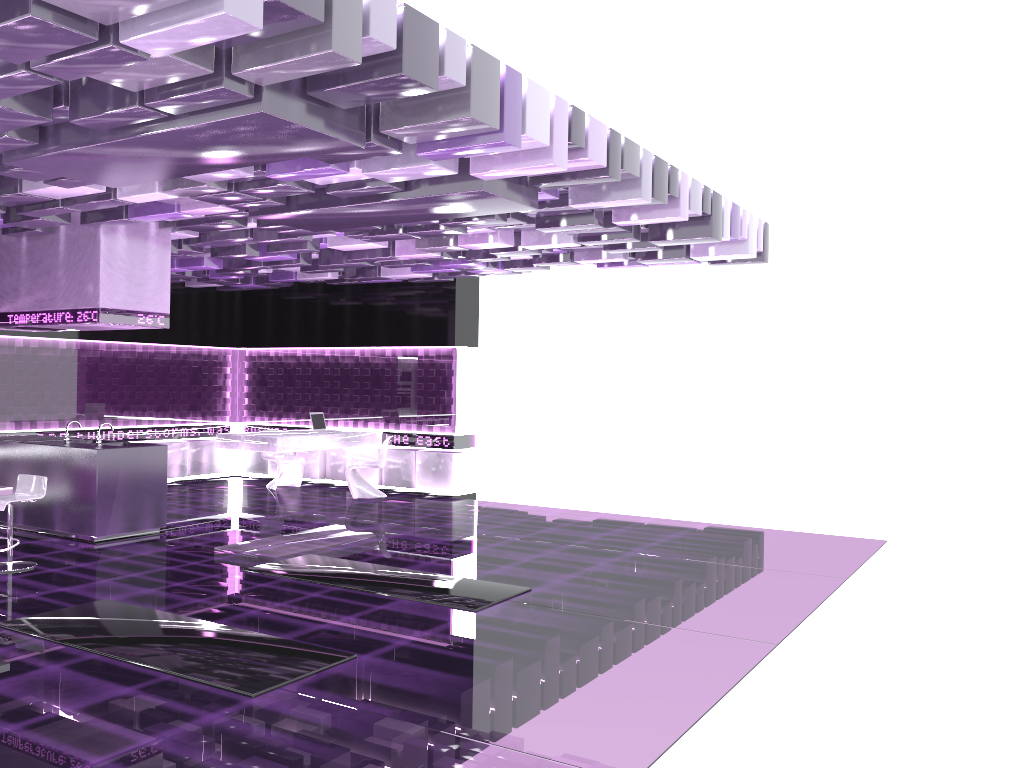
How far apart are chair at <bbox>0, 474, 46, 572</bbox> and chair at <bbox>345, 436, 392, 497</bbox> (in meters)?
4.91

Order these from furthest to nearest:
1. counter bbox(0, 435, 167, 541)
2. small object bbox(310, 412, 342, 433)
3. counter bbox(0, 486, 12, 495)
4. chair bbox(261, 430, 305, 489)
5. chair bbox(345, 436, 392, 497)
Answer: chair bbox(261, 430, 305, 489) < small object bbox(310, 412, 342, 433) < chair bbox(345, 436, 392, 497) < counter bbox(0, 435, 167, 541) < counter bbox(0, 486, 12, 495)

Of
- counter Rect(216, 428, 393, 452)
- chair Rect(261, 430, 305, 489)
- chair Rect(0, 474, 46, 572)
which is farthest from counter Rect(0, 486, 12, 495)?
chair Rect(261, 430, 305, 489)

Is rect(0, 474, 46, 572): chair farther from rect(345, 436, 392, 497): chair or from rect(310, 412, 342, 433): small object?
rect(310, 412, 342, 433): small object

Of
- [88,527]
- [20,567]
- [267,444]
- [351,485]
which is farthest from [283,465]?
[20,567]

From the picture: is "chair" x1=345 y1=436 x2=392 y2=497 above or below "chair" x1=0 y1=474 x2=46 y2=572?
below

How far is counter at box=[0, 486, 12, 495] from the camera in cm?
695

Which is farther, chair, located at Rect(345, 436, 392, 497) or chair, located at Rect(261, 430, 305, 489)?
chair, located at Rect(261, 430, 305, 489)

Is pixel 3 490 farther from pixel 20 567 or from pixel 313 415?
pixel 313 415

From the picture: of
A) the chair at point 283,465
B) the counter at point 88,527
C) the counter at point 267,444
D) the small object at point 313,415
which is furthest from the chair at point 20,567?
the chair at point 283,465
